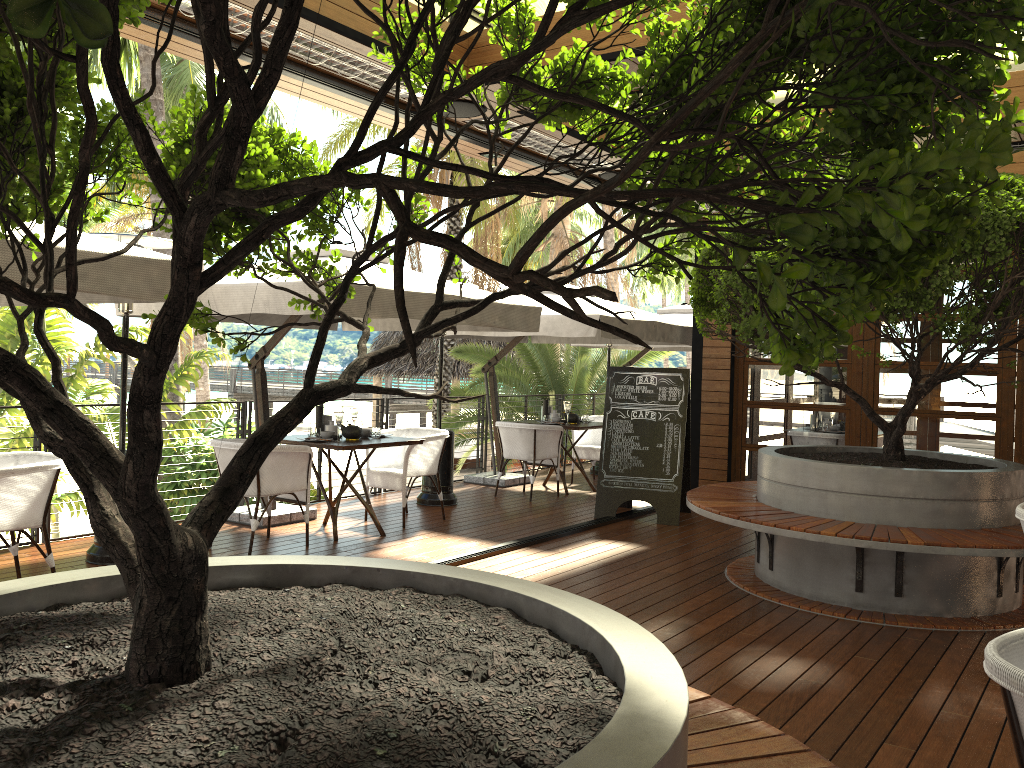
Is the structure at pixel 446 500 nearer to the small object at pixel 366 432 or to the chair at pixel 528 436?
the chair at pixel 528 436

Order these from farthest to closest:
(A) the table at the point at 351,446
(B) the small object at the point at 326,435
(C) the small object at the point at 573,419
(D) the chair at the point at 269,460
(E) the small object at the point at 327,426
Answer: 1. (C) the small object at the point at 573,419
2. (E) the small object at the point at 327,426
3. (B) the small object at the point at 326,435
4. (A) the table at the point at 351,446
5. (D) the chair at the point at 269,460

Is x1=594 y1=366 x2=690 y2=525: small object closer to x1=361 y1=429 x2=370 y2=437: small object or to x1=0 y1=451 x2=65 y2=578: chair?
x1=361 y1=429 x2=370 y2=437: small object

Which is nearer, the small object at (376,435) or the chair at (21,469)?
the chair at (21,469)

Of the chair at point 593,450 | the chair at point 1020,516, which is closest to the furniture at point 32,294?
the chair at point 1020,516

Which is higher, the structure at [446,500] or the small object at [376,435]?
the small object at [376,435]

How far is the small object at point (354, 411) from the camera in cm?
734

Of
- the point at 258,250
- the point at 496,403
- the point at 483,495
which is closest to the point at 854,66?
the point at 258,250

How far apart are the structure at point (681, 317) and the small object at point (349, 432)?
6.19m

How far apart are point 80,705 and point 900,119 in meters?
1.6
